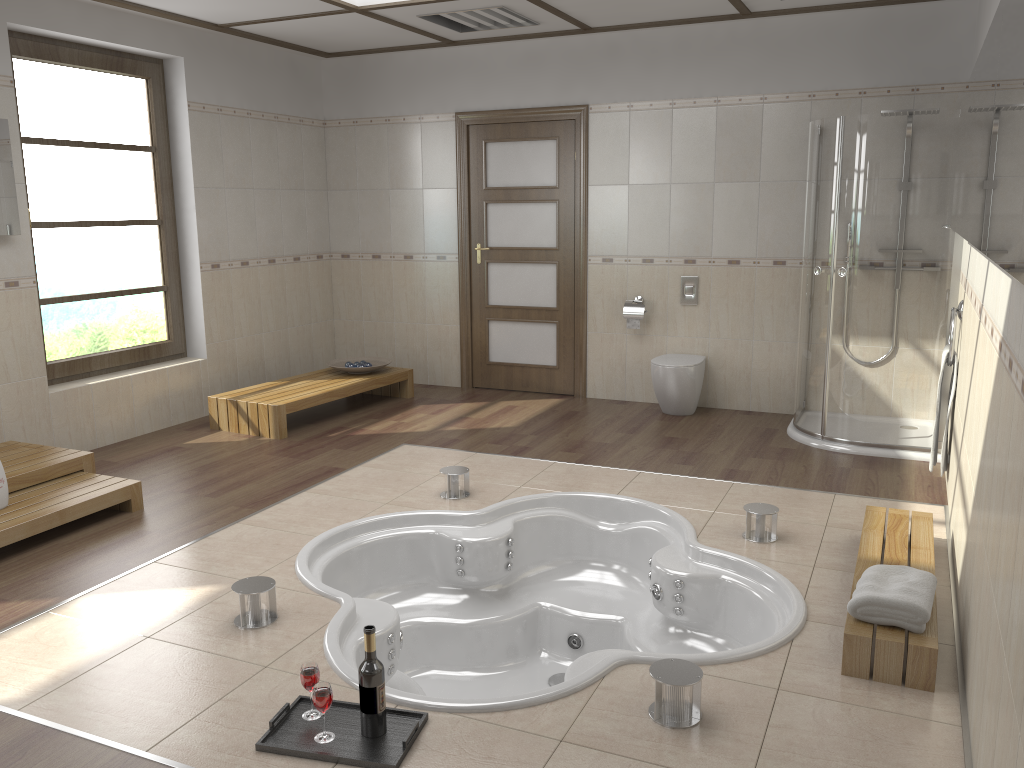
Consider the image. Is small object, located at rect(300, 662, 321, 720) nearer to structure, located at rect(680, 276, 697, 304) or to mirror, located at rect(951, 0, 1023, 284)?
mirror, located at rect(951, 0, 1023, 284)

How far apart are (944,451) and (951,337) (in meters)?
0.57

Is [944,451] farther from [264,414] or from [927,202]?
[264,414]

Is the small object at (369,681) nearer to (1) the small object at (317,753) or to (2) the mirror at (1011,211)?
(1) the small object at (317,753)

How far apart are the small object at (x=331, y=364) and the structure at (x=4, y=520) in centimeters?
230cm

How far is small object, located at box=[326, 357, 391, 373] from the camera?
6.7m

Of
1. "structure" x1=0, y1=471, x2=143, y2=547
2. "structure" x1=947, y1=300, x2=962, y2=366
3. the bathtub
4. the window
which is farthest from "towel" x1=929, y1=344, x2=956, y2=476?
the window

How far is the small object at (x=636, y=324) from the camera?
6.3m

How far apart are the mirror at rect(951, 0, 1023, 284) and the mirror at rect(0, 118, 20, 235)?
4.5 meters

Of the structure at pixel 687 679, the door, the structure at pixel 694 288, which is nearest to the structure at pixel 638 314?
the structure at pixel 694 288
